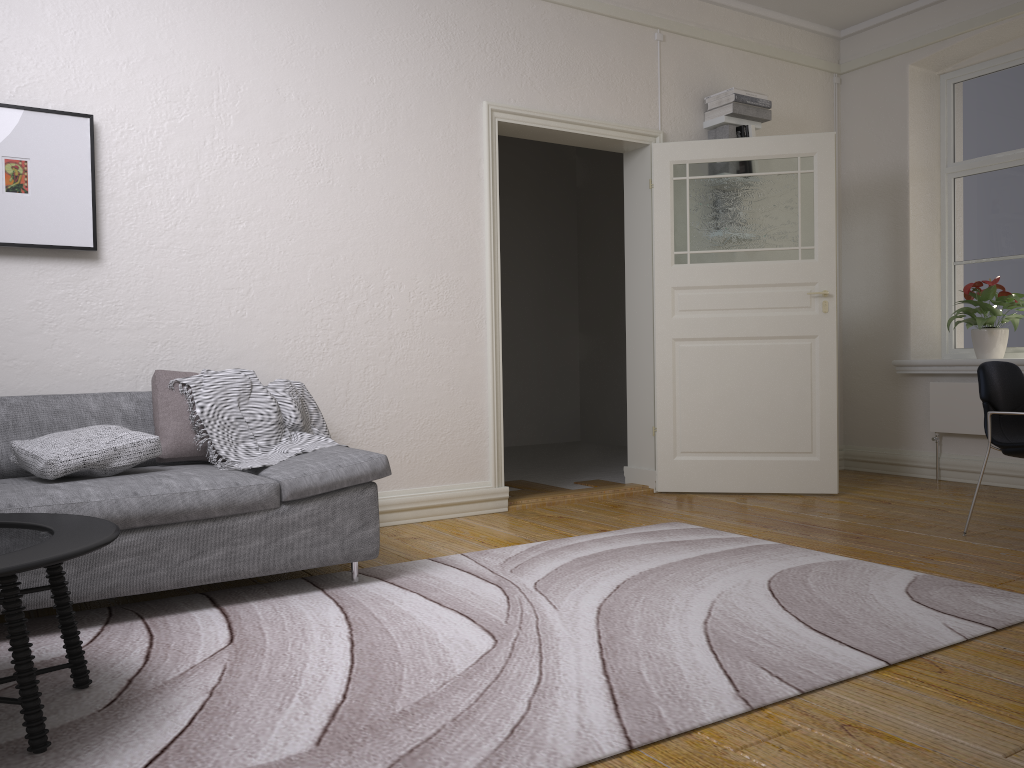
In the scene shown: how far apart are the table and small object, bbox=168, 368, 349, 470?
0.9m

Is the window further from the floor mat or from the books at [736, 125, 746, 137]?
the floor mat

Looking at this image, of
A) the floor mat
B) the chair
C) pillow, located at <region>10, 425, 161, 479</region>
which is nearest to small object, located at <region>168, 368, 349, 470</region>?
pillow, located at <region>10, 425, 161, 479</region>

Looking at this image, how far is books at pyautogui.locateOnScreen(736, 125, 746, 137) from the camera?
5.63m

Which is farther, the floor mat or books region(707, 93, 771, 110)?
books region(707, 93, 771, 110)

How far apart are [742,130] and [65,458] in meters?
4.4

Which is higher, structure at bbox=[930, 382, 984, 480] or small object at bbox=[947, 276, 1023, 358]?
small object at bbox=[947, 276, 1023, 358]

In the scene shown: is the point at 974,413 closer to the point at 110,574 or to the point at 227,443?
the point at 227,443

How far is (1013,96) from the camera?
5.8 meters

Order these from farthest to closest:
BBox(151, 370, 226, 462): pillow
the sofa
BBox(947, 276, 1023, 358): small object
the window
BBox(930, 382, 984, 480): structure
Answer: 1. the window
2. BBox(930, 382, 984, 480): structure
3. BBox(947, 276, 1023, 358): small object
4. BBox(151, 370, 226, 462): pillow
5. the sofa
